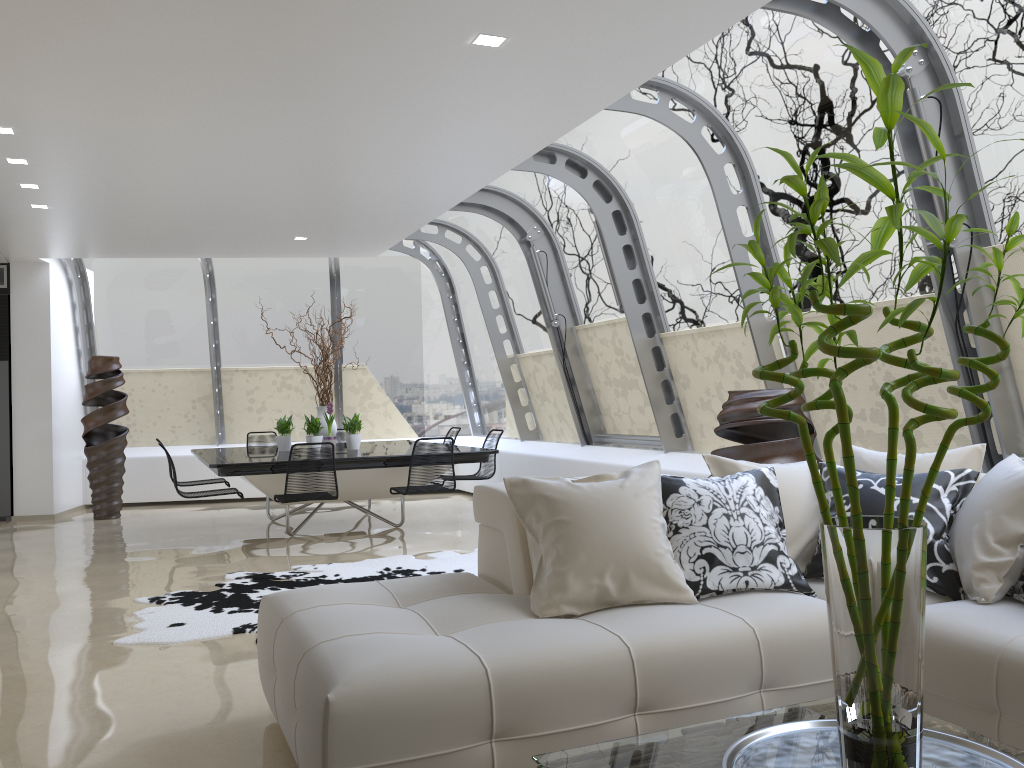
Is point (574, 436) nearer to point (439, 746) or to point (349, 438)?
point (349, 438)

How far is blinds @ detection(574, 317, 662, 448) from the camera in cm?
805

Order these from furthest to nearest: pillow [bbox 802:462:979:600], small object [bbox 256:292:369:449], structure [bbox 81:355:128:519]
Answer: structure [bbox 81:355:128:519] → small object [bbox 256:292:369:449] → pillow [bbox 802:462:979:600]

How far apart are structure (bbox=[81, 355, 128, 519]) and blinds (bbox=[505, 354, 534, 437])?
4.4m

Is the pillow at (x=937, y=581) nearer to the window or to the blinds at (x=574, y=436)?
the window

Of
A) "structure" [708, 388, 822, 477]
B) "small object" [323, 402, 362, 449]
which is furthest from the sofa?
"small object" [323, 402, 362, 449]

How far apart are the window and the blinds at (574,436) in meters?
0.1 m

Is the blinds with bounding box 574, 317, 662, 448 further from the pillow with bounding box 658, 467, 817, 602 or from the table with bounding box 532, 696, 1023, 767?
the table with bounding box 532, 696, 1023, 767

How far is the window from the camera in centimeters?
446cm

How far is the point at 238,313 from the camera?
11.4 meters
